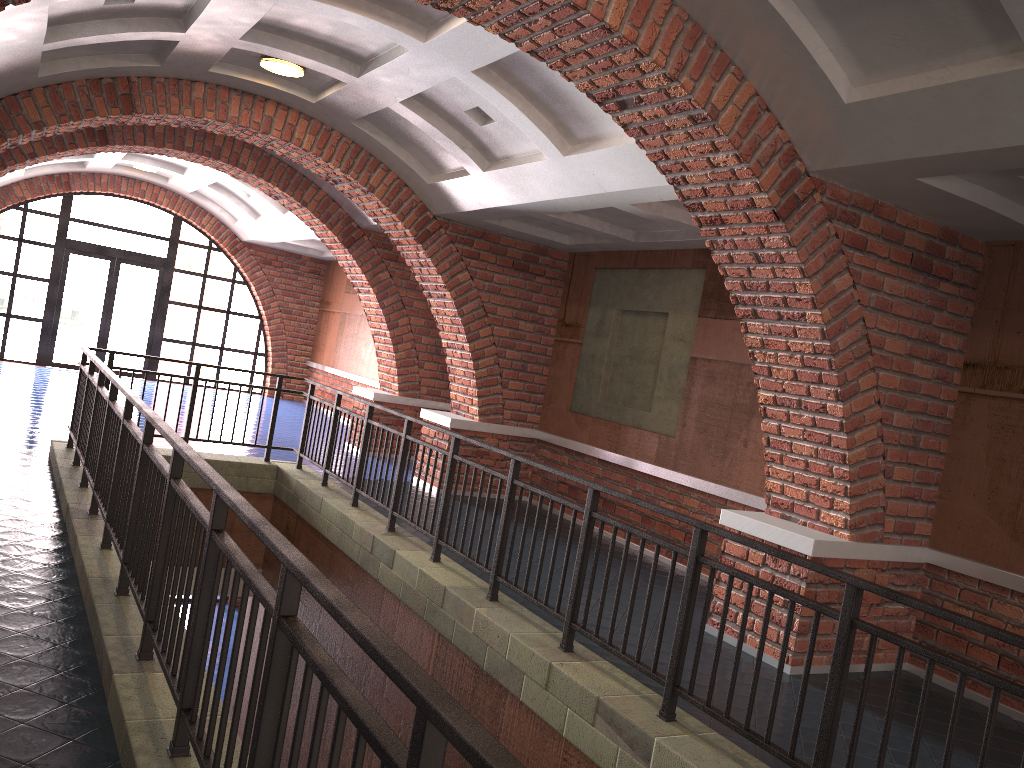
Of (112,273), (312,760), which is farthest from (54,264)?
(312,760)

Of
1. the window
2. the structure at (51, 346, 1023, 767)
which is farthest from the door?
the structure at (51, 346, 1023, 767)

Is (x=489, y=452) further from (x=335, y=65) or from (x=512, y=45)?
(x=512, y=45)

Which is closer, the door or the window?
the window

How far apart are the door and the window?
0.1 meters

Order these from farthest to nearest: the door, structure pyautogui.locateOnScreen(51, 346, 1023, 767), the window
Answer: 1. the door
2. the window
3. structure pyautogui.locateOnScreen(51, 346, 1023, 767)

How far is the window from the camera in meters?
16.3

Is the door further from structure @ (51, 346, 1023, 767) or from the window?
structure @ (51, 346, 1023, 767)

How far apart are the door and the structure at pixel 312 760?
9.3 meters

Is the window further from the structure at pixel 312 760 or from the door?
the structure at pixel 312 760
